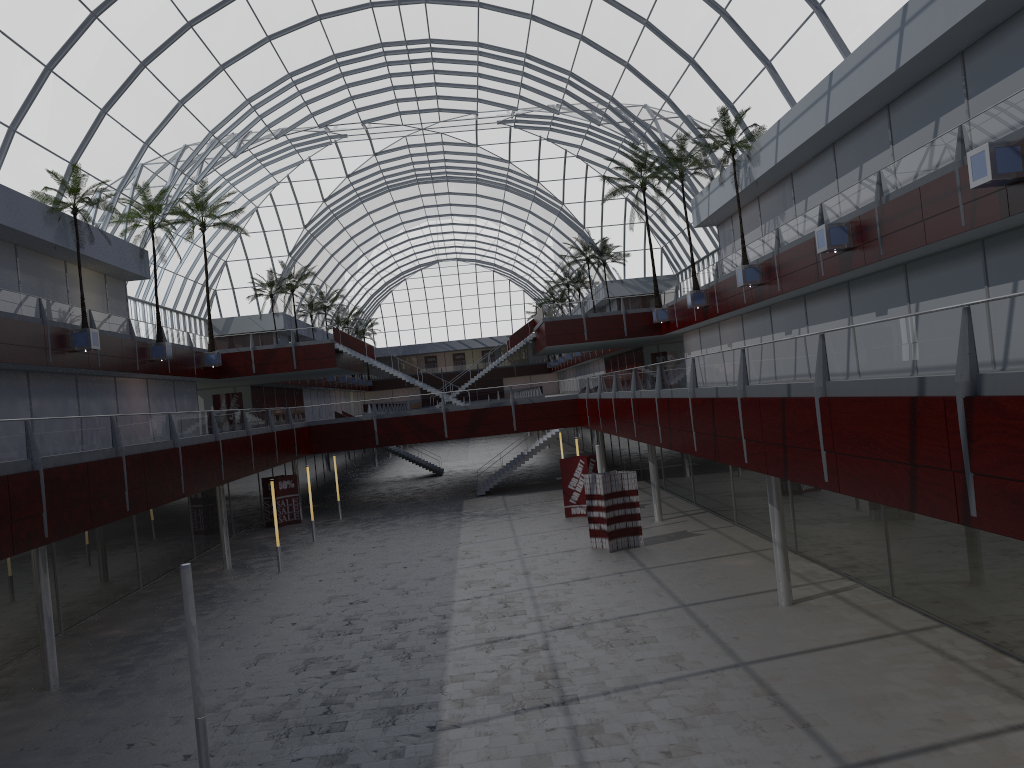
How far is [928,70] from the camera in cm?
2960
